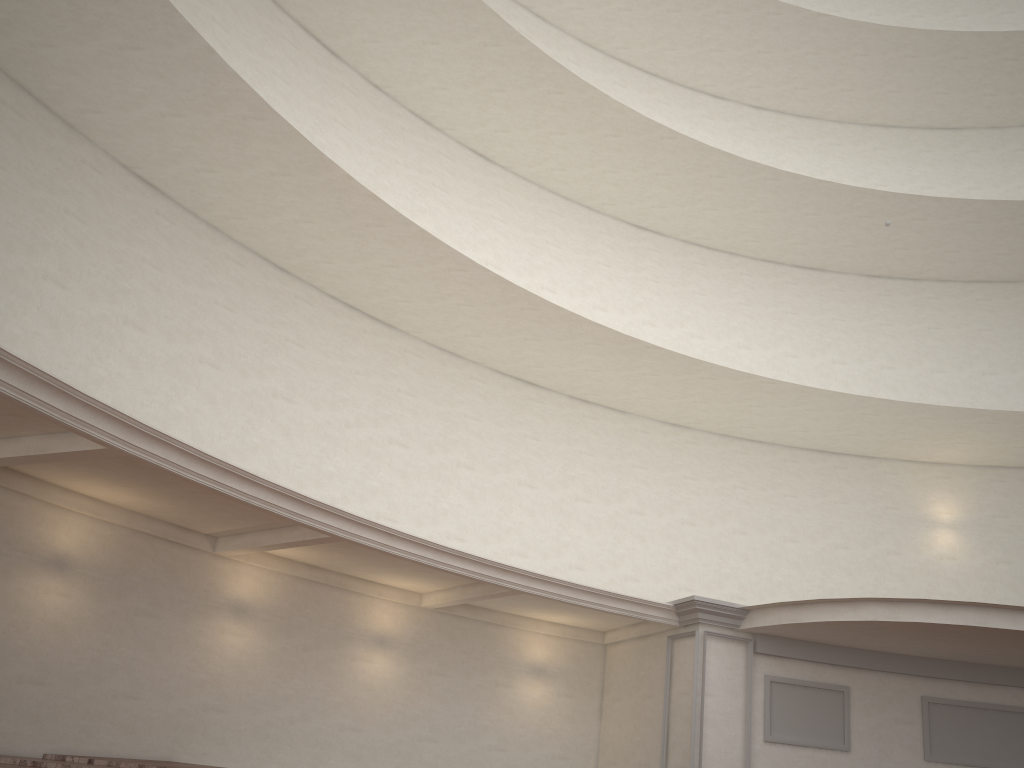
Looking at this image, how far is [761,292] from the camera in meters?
18.9 m

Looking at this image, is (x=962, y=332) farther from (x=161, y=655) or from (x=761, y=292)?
(x=161, y=655)
